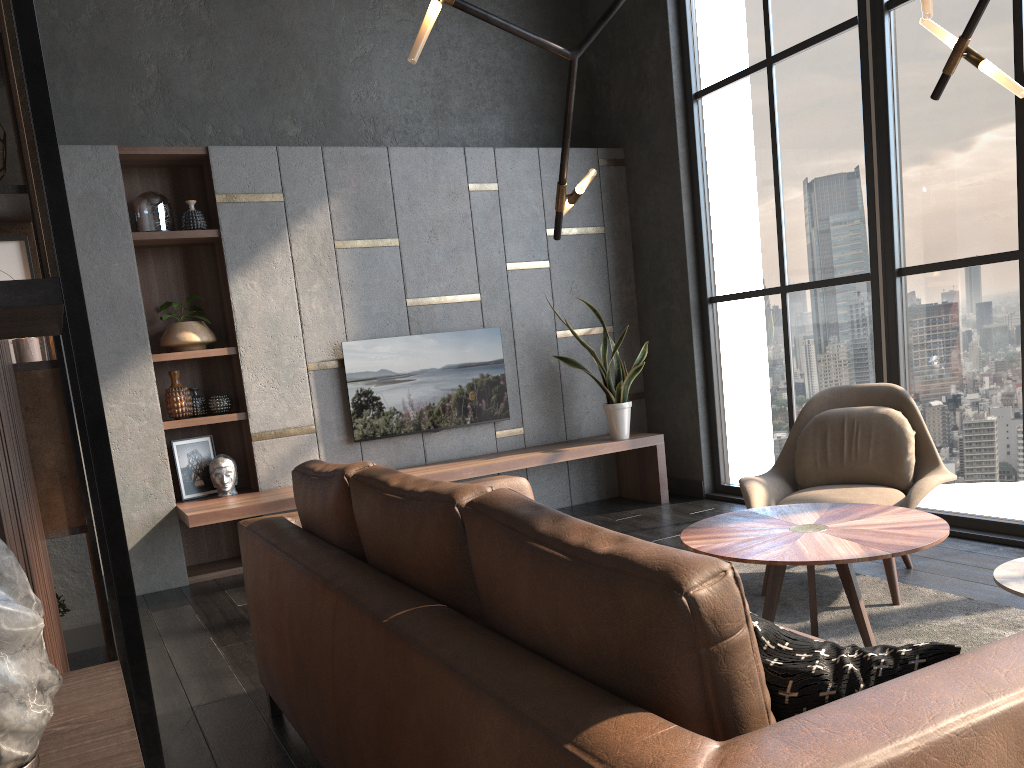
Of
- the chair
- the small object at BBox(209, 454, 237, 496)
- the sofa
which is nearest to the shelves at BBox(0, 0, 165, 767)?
the sofa

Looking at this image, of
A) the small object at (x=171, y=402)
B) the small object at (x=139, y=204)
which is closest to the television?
the small object at (x=171, y=402)

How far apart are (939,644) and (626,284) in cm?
546

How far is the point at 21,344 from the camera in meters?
2.2 m

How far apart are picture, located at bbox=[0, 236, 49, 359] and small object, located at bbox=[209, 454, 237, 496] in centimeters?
285cm

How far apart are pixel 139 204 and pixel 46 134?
4.9 meters

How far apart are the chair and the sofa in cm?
105

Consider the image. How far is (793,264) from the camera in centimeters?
534cm

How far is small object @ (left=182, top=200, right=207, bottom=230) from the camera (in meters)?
5.19

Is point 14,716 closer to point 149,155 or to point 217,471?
point 217,471
